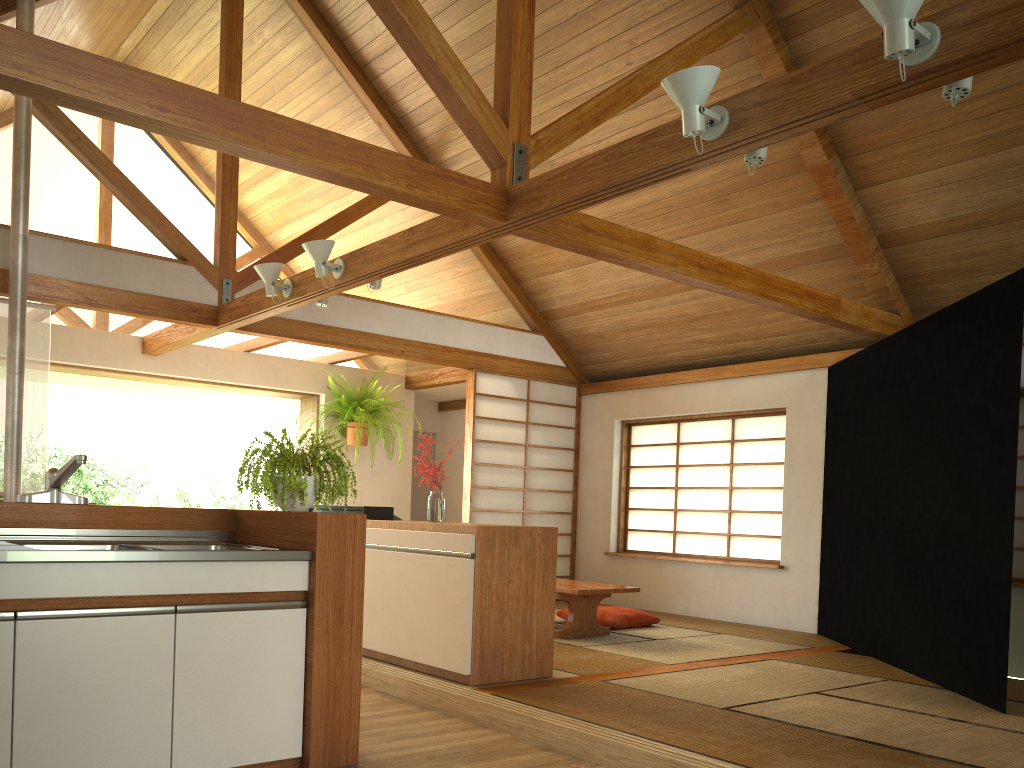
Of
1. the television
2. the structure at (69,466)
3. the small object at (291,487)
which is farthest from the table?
the structure at (69,466)

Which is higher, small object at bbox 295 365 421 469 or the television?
small object at bbox 295 365 421 469

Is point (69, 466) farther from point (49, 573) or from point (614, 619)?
point (614, 619)

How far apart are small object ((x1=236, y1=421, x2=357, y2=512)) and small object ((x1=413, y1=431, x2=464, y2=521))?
1.4 meters

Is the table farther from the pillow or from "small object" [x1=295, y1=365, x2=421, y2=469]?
"small object" [x1=295, y1=365, x2=421, y2=469]

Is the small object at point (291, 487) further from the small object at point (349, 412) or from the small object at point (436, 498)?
the small object at point (349, 412)

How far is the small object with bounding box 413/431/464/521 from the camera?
4.8 meters

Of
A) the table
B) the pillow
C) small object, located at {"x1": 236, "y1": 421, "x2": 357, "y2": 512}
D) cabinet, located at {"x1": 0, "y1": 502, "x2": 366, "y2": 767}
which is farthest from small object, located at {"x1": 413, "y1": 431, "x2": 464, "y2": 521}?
the pillow

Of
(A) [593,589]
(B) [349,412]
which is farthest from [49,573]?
(B) [349,412]

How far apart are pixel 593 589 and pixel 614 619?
0.8m
